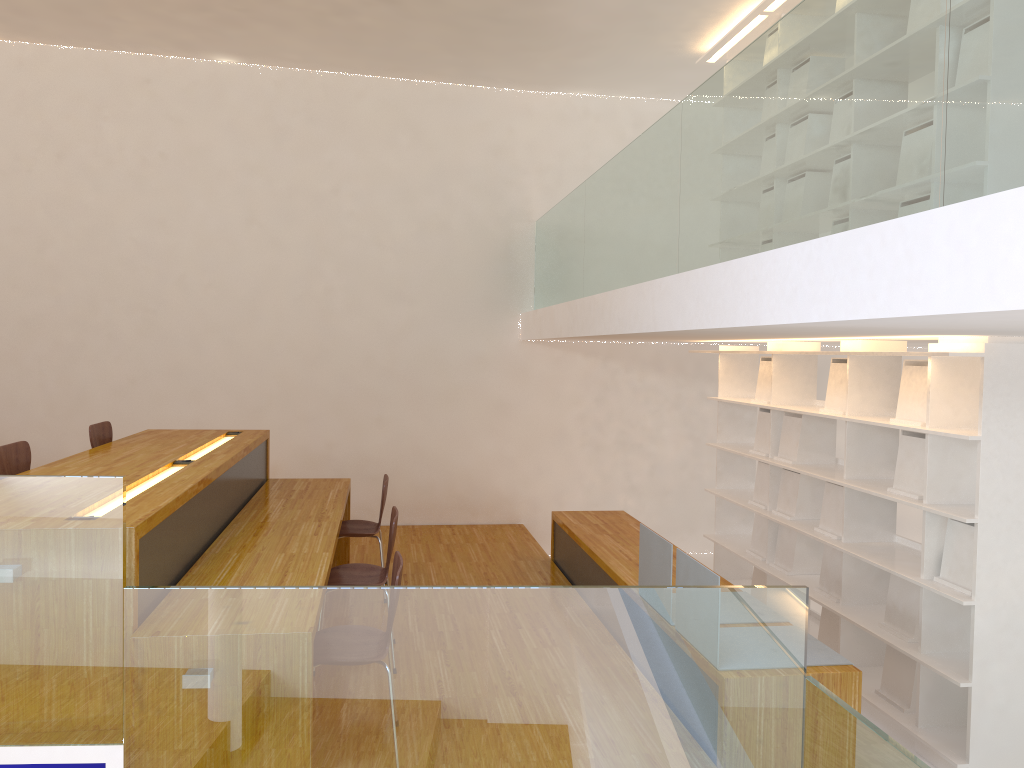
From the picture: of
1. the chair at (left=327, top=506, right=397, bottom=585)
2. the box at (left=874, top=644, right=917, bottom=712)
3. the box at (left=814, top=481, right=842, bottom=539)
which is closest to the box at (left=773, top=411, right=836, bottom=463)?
the box at (left=814, top=481, right=842, bottom=539)

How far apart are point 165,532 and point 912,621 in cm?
323

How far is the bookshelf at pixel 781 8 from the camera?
5.3 meters

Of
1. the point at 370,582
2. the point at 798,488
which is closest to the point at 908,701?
the point at 798,488

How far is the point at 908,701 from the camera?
4.1 meters

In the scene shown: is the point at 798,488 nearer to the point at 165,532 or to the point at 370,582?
the point at 370,582

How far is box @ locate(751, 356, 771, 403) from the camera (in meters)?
5.61

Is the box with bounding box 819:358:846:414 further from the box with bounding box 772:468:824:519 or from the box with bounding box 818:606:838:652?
the box with bounding box 818:606:838:652

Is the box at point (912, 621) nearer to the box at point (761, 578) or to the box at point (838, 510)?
the box at point (838, 510)

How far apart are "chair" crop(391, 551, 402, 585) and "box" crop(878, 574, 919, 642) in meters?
2.4 m
